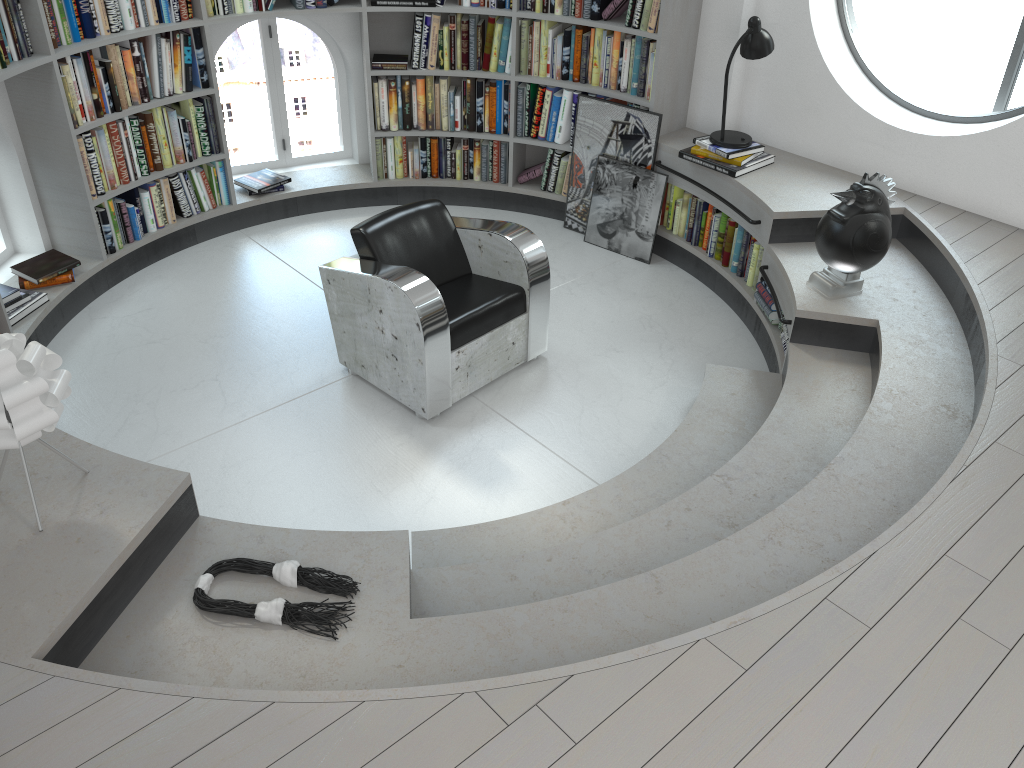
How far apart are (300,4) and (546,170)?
1.8 meters

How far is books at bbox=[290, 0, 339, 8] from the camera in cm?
513

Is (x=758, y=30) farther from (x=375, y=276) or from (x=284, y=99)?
(x=284, y=99)

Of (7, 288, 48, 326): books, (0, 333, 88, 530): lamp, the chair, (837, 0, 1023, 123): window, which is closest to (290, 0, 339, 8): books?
the chair

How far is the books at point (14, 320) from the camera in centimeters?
431cm

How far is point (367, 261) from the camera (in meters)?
4.05

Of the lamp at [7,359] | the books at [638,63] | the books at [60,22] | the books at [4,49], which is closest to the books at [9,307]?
the books at [4,49]

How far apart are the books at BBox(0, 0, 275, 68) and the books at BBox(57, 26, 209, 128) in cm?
13

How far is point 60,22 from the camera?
4.3m

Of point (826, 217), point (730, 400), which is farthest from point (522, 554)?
point (826, 217)
